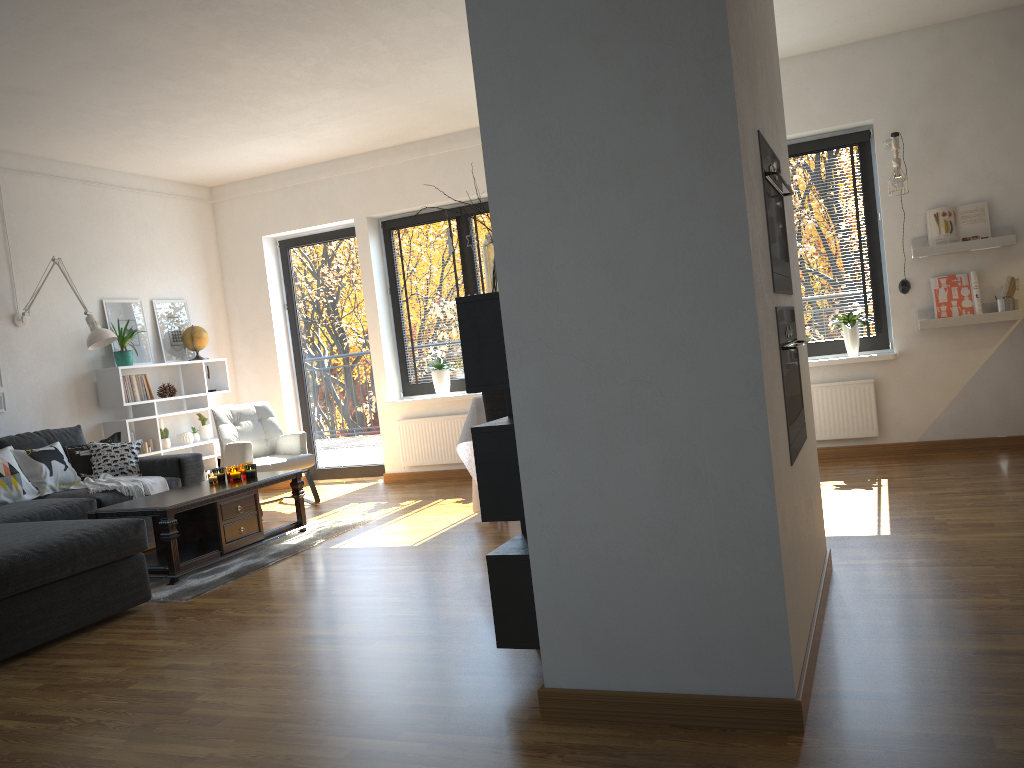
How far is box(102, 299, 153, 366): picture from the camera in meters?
6.9 m

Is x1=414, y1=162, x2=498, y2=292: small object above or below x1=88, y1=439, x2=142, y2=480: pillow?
above

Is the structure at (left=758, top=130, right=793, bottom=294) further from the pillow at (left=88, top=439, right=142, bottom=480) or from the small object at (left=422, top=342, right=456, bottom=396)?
the pillow at (left=88, top=439, right=142, bottom=480)

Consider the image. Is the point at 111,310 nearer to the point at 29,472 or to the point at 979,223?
the point at 29,472

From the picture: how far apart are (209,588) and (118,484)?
1.47m

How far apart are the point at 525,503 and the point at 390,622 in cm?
135

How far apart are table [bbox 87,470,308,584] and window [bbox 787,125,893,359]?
3.69m

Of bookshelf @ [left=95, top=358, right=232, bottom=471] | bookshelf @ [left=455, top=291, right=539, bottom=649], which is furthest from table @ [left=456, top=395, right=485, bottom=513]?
bookshelf @ [left=95, top=358, right=232, bottom=471]

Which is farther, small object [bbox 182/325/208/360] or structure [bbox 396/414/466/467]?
small object [bbox 182/325/208/360]

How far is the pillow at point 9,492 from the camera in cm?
529
